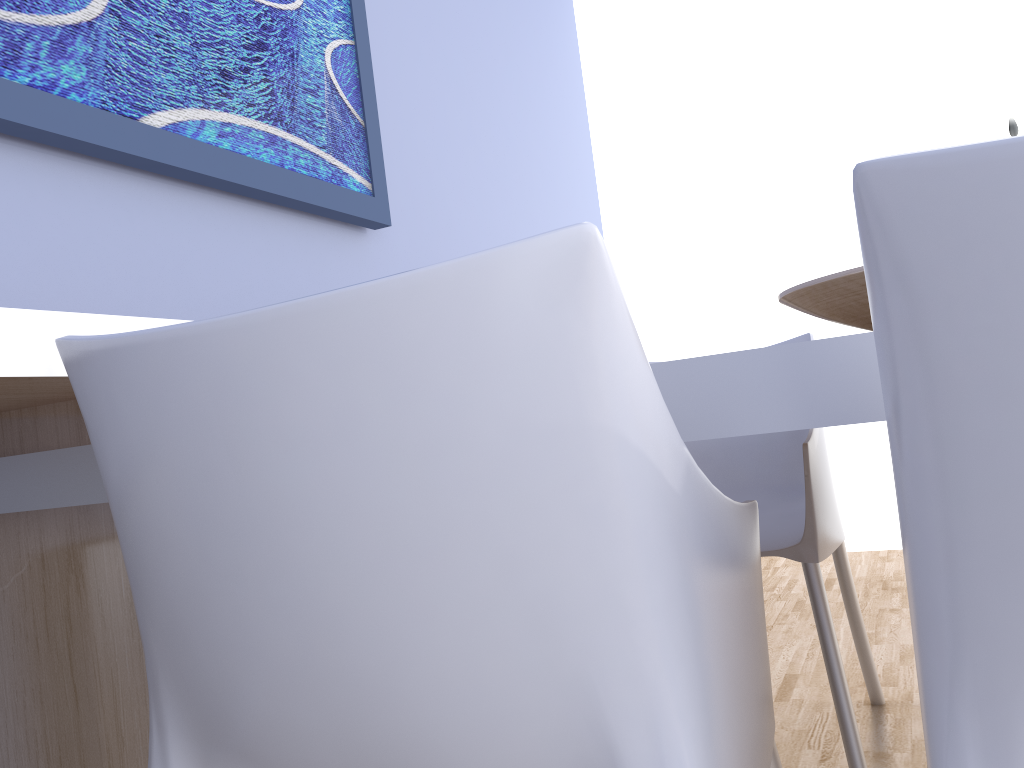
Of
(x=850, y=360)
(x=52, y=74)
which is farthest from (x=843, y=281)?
(x=52, y=74)

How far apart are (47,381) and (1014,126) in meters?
1.4

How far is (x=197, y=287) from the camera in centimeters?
164cm

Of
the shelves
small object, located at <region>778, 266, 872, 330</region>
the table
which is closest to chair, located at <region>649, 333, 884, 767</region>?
small object, located at <region>778, 266, 872, 330</region>

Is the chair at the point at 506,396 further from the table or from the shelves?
the shelves

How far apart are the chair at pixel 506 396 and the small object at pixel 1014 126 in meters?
1.0

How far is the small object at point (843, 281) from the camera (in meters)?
0.97

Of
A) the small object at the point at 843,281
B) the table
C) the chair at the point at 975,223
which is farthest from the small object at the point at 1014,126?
the chair at the point at 975,223

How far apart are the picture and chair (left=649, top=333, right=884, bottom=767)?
0.89m

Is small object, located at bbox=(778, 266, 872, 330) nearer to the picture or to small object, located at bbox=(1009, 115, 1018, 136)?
small object, located at bbox=(1009, 115, 1018, 136)
